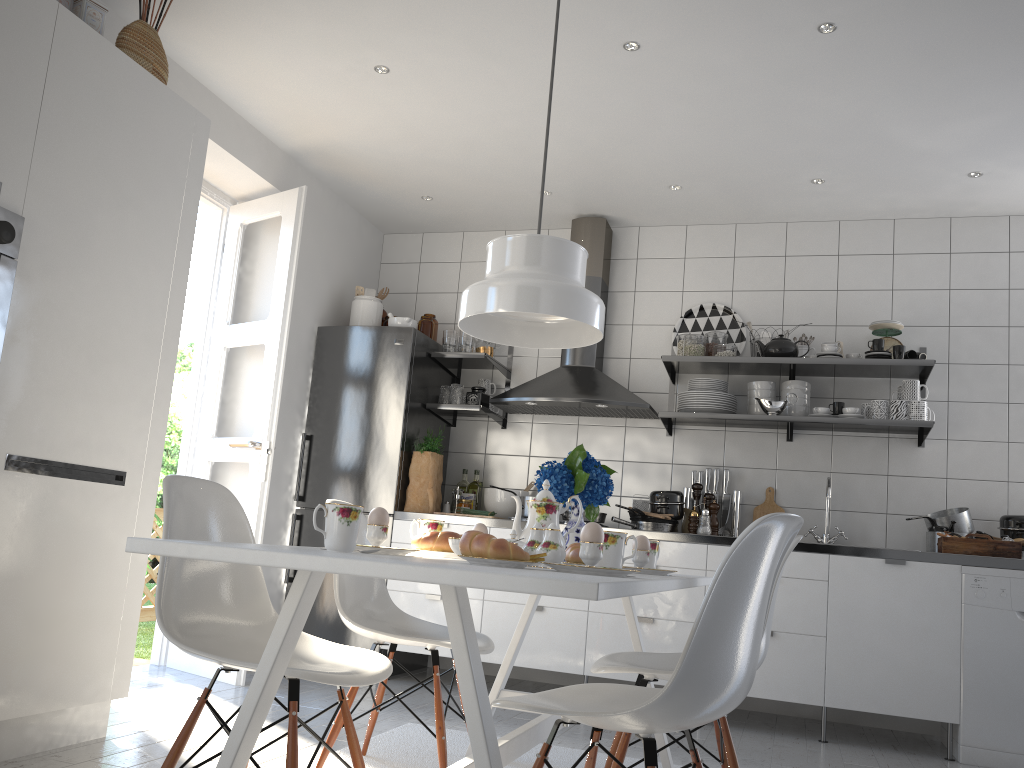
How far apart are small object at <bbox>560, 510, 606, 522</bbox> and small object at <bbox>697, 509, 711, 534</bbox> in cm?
48

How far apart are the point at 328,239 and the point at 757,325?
2.4 meters

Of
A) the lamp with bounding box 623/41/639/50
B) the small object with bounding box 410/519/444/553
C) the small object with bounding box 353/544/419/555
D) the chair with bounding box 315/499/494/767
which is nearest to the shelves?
the lamp with bounding box 623/41/639/50

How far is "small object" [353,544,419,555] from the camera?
1.9m

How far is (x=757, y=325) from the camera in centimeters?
478cm

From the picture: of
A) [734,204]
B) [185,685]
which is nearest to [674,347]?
[734,204]

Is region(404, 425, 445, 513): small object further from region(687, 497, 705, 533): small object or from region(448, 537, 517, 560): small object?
region(448, 537, 517, 560): small object

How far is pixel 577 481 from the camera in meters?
2.6 m

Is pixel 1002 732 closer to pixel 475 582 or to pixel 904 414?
pixel 904 414

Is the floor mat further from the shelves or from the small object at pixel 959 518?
the small object at pixel 959 518
